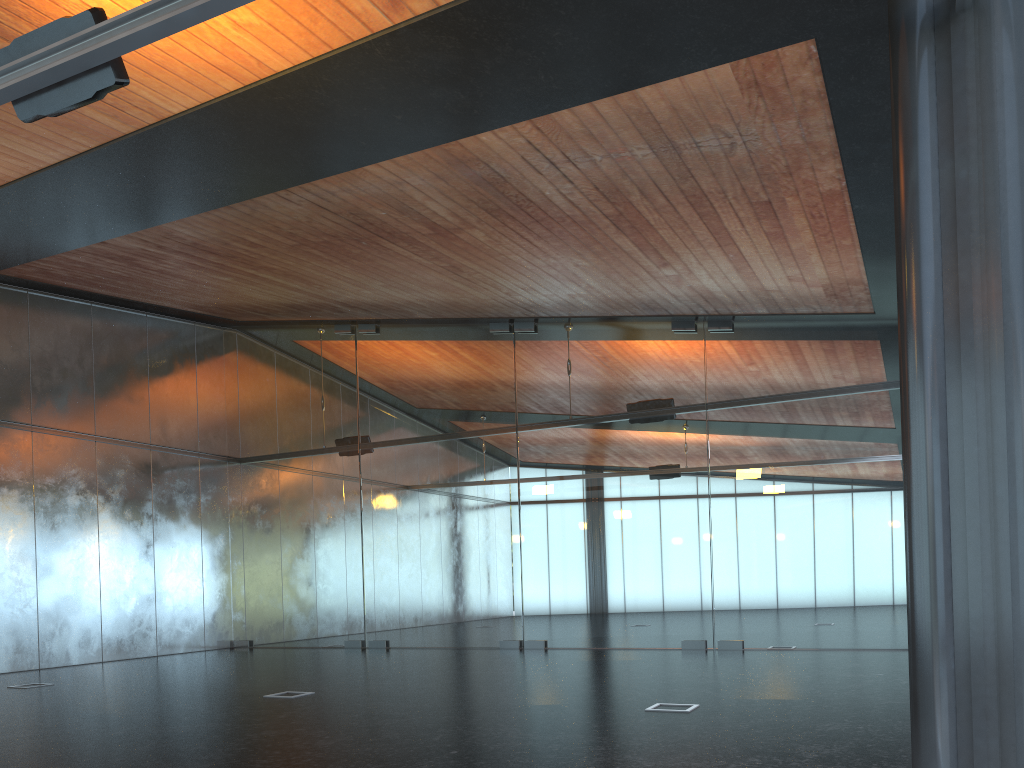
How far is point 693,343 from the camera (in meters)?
14.58

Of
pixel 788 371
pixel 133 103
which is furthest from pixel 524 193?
pixel 788 371

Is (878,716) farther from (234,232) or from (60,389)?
(60,389)
